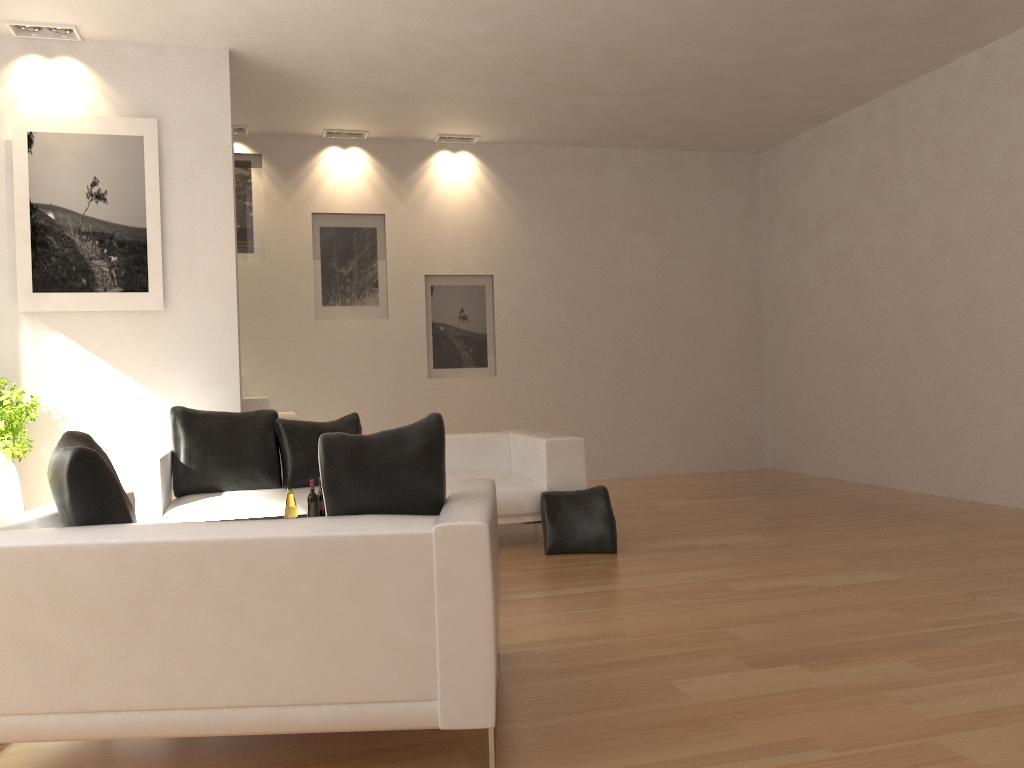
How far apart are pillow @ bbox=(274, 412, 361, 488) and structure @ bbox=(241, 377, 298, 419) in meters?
1.1 m

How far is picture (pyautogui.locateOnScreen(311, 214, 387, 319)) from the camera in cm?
929

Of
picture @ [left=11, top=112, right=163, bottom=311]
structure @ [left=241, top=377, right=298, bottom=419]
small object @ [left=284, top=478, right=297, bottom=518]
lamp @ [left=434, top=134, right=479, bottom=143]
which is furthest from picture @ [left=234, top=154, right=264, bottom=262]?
small object @ [left=284, top=478, right=297, bottom=518]

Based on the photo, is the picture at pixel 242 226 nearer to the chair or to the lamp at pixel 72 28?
the lamp at pixel 72 28

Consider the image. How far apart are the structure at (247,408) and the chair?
4.2 meters

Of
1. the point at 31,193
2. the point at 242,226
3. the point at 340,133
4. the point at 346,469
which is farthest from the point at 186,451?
the point at 340,133

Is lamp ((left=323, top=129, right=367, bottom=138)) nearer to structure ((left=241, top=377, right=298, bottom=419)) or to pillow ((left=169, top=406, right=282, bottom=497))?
structure ((left=241, top=377, right=298, bottom=419))

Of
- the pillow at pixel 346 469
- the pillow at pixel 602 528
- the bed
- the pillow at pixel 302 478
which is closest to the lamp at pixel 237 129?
the pillow at pixel 302 478

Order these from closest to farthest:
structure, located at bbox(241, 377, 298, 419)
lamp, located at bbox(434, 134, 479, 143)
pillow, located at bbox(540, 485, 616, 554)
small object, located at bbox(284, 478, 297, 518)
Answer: small object, located at bbox(284, 478, 297, 518) → pillow, located at bbox(540, 485, 616, 554) → structure, located at bbox(241, 377, 298, 419) → lamp, located at bbox(434, 134, 479, 143)

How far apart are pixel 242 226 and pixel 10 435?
3.8m
